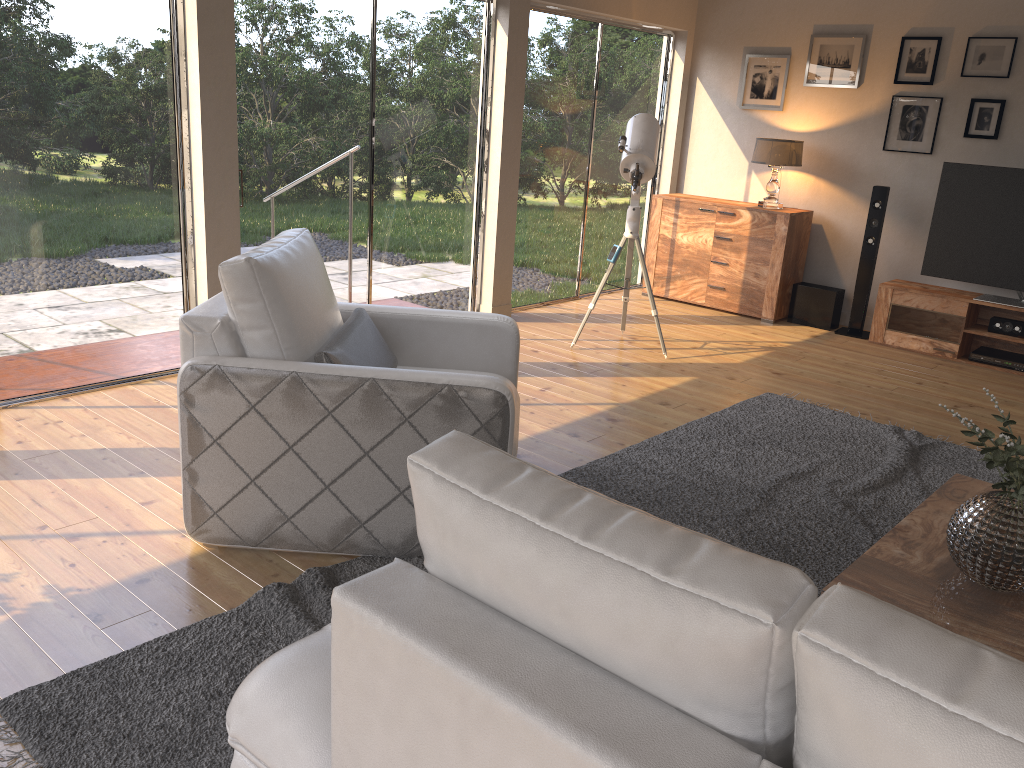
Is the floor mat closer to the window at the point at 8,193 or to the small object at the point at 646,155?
the small object at the point at 646,155

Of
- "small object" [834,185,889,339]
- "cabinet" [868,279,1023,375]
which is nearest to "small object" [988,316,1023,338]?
"cabinet" [868,279,1023,375]

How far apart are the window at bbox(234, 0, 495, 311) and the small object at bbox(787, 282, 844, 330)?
2.5 meters

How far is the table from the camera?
2.23m

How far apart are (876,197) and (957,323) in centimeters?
106cm

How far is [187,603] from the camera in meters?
2.6

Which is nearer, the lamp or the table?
the table

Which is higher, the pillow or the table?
the pillow

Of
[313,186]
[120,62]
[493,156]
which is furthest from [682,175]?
[120,62]

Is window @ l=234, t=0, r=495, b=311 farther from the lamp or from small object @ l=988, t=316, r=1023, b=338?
small object @ l=988, t=316, r=1023, b=338
